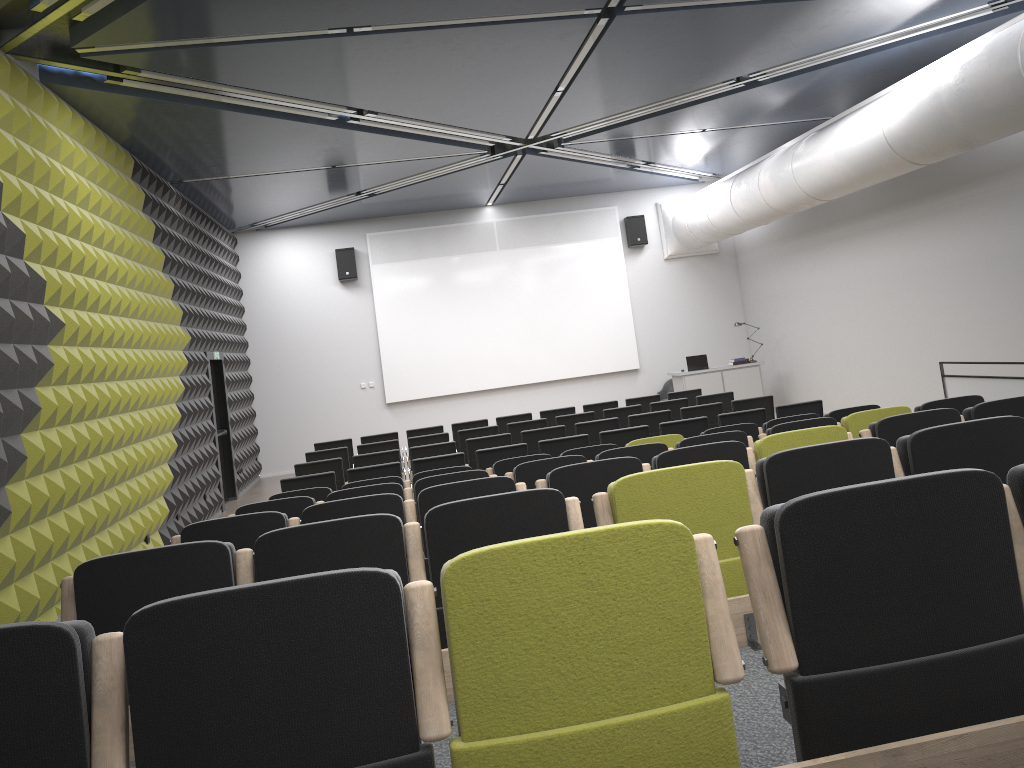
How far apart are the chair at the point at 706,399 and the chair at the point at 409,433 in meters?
3.8

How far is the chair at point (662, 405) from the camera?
12.3m

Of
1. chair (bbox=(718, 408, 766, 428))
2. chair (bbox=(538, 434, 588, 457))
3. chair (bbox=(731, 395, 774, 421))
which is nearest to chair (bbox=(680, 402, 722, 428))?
chair (bbox=(731, 395, 774, 421))

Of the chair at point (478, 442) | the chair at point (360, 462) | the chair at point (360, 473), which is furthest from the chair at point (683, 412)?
the chair at point (360, 473)

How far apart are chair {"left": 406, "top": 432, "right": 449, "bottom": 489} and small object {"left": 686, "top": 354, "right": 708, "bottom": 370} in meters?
6.6 m

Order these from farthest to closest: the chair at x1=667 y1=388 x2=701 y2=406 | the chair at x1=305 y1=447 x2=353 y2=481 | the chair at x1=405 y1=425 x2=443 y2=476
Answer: the chair at x1=667 y1=388 x2=701 y2=406
the chair at x1=405 y1=425 x2=443 y2=476
the chair at x1=305 y1=447 x2=353 y2=481

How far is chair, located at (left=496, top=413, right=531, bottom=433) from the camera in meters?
13.3 m

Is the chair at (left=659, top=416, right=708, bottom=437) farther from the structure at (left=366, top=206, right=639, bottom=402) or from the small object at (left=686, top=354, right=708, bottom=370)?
the structure at (left=366, top=206, right=639, bottom=402)

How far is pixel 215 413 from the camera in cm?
1444

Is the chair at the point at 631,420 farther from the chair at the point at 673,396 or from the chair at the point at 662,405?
the chair at the point at 673,396
